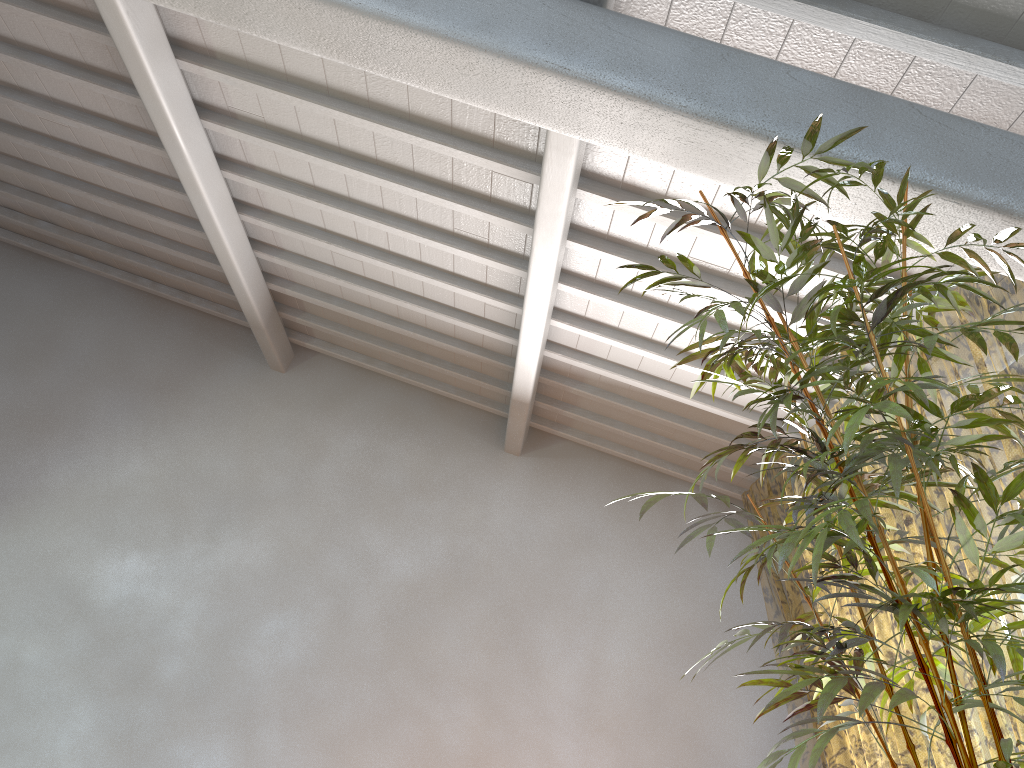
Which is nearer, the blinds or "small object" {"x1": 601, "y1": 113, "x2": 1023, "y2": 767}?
"small object" {"x1": 601, "y1": 113, "x2": 1023, "y2": 767}

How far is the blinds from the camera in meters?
10.1 m

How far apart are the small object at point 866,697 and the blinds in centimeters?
82cm

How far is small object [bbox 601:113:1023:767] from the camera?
1.8m

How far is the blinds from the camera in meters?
10.1 m

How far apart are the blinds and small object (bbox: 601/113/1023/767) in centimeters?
82cm
